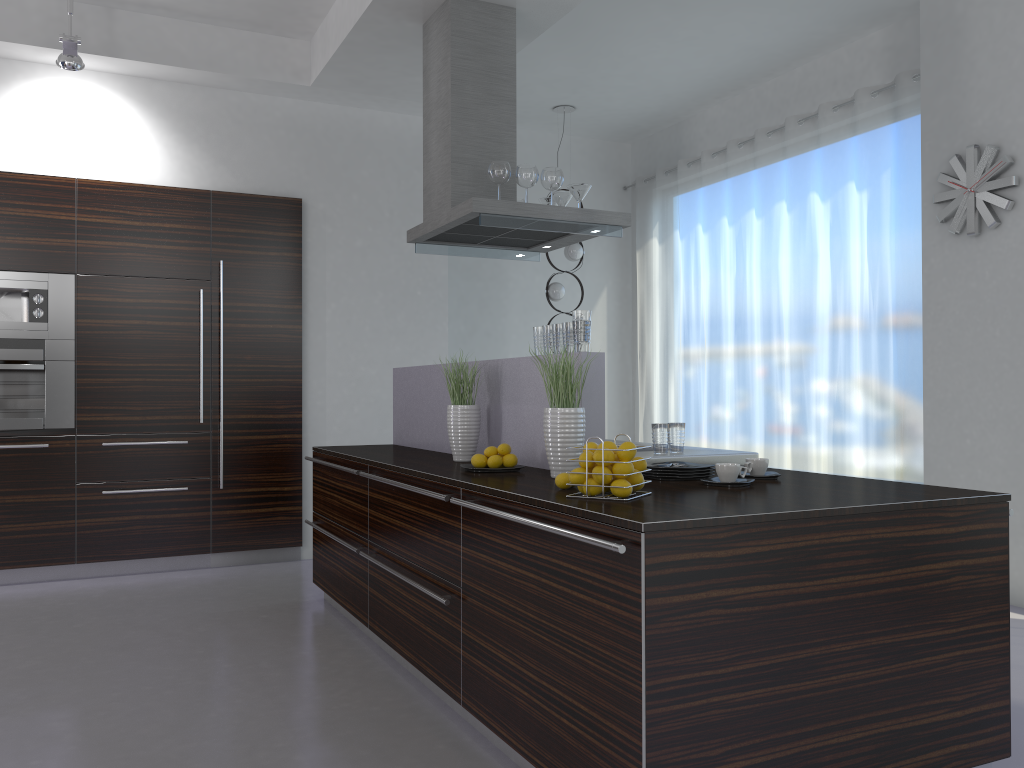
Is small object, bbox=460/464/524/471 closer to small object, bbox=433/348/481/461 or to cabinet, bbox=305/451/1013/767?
cabinet, bbox=305/451/1013/767

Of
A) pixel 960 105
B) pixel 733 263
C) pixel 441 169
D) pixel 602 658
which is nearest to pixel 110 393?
pixel 441 169

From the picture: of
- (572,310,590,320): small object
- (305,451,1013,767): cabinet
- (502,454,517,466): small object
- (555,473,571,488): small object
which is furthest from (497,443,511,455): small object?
(555,473,571,488): small object

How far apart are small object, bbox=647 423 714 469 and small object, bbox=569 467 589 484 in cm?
59

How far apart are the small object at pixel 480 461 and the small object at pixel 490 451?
0.03m

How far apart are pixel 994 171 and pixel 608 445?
3.5m

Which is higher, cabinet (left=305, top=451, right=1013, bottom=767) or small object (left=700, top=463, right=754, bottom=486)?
small object (left=700, top=463, right=754, bottom=486)

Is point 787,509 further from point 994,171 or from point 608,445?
point 994,171

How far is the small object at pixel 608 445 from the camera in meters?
2.6

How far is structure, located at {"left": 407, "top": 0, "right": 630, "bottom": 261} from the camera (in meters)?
4.50
